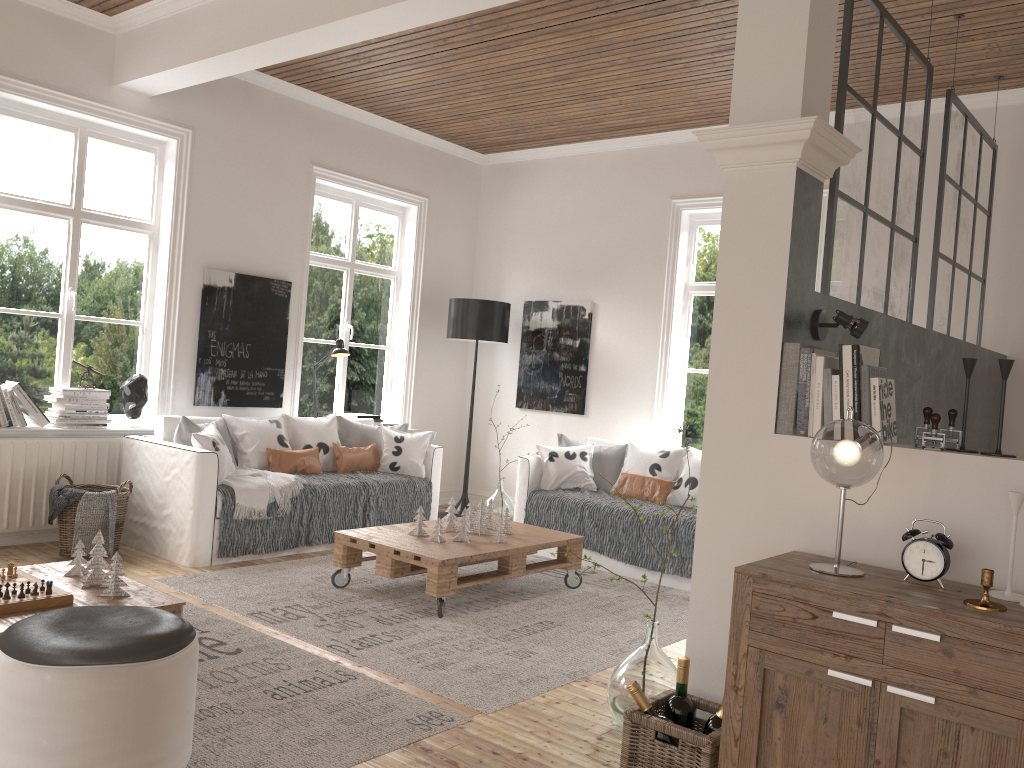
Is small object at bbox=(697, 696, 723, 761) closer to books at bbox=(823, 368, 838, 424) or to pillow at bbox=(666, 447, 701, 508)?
books at bbox=(823, 368, 838, 424)

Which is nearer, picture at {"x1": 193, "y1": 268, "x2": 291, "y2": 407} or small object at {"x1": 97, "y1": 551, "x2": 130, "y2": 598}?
small object at {"x1": 97, "y1": 551, "x2": 130, "y2": 598}

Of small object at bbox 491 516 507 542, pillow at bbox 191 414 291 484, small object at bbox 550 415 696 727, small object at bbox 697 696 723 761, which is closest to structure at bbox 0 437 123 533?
pillow at bbox 191 414 291 484

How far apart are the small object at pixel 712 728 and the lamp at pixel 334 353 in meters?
4.5 m

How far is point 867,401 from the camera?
2.5 meters

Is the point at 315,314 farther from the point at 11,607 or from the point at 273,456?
the point at 11,607

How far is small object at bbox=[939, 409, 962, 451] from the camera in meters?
2.4 m

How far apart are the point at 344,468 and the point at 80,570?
2.67m

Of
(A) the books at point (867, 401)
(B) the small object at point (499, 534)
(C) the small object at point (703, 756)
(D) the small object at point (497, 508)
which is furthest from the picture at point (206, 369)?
(A) the books at point (867, 401)

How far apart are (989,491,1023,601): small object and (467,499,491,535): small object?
3.0 meters
